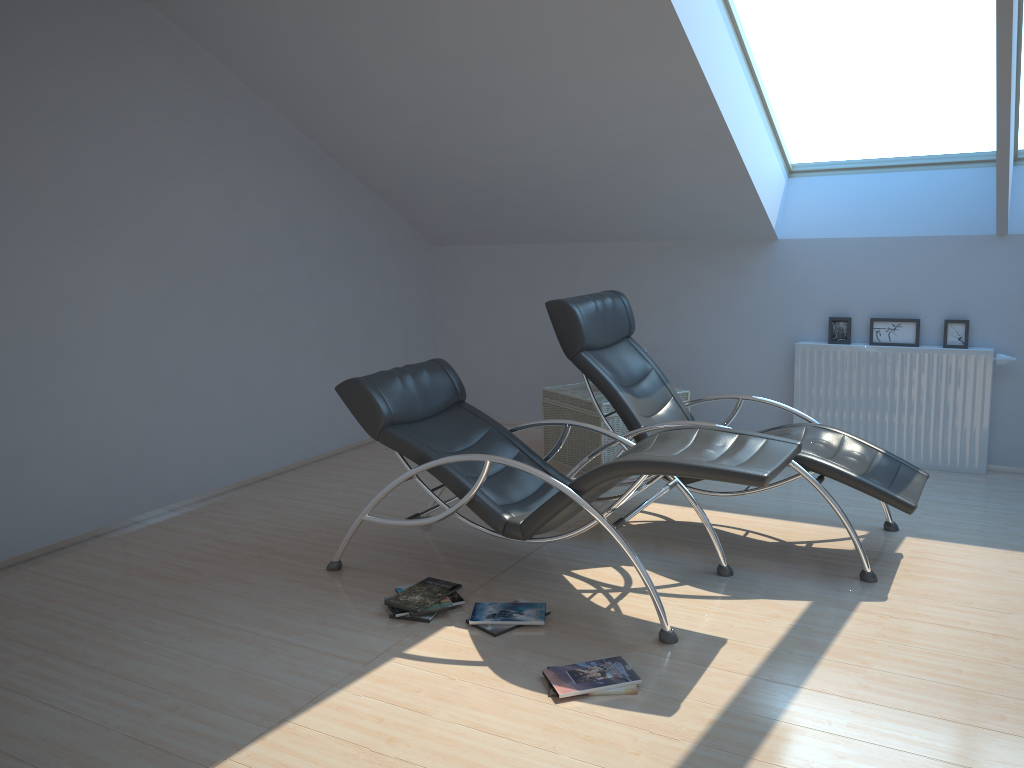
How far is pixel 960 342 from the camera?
5.63m

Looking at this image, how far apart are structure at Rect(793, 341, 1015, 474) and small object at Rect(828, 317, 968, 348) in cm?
8

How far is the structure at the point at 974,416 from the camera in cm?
559

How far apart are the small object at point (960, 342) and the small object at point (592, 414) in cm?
105

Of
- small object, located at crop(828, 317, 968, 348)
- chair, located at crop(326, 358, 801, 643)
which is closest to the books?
chair, located at crop(326, 358, 801, 643)

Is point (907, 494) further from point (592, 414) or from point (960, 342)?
point (592, 414)

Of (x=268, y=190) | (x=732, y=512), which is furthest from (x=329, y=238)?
(x=732, y=512)

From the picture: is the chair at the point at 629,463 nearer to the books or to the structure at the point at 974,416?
the books

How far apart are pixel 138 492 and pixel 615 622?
3.0m

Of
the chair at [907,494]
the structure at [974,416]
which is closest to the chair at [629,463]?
the chair at [907,494]
